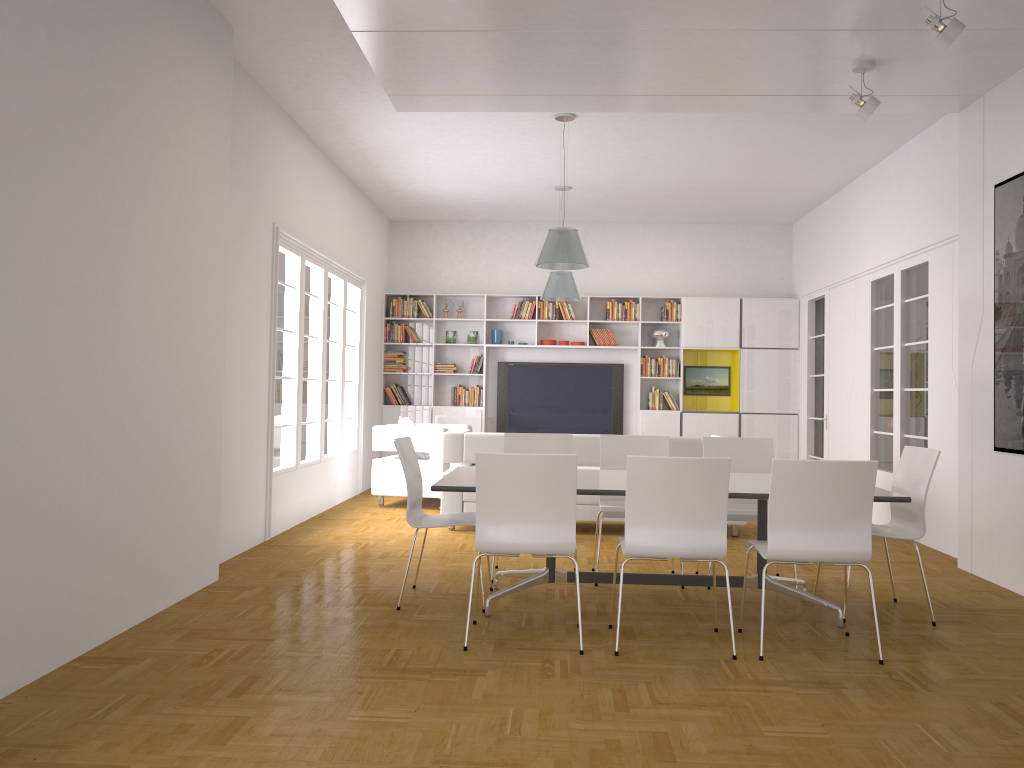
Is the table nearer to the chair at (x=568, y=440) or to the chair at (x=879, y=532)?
the chair at (x=879, y=532)

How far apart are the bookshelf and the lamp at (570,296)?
1.5 meters

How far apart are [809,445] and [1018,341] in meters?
5.4

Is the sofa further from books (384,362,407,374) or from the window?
books (384,362,407,374)

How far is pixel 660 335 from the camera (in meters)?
11.42

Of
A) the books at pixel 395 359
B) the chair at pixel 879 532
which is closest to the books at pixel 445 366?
the books at pixel 395 359

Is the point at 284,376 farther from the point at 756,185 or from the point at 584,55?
the point at 756,185

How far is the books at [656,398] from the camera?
11.4 meters

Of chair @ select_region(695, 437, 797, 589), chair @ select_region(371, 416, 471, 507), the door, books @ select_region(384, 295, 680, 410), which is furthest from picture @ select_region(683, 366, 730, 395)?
chair @ select_region(695, 437, 797, 589)

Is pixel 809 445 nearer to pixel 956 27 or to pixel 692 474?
pixel 956 27
